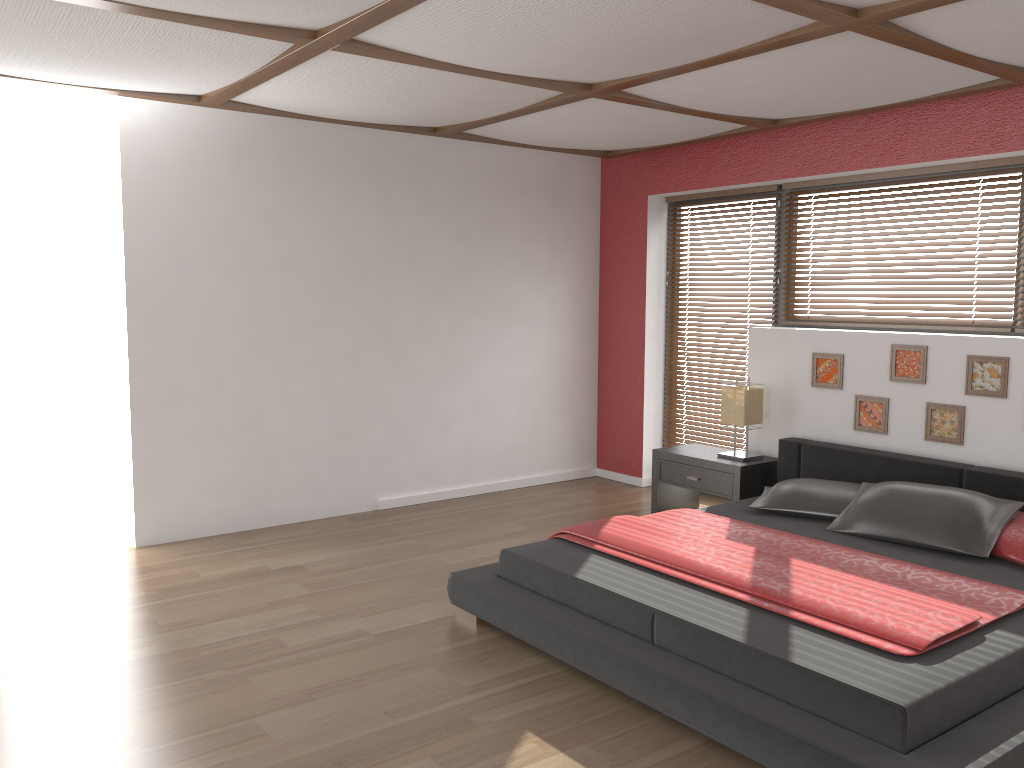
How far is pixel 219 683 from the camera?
3.2 meters

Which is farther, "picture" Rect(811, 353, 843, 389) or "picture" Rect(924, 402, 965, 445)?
"picture" Rect(811, 353, 843, 389)

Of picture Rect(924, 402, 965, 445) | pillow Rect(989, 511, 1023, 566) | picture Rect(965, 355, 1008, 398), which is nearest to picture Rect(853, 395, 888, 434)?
picture Rect(924, 402, 965, 445)

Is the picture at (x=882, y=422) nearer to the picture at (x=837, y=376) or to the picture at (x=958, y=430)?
the picture at (x=837, y=376)

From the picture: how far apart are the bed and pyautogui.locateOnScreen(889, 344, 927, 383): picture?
0.4 meters

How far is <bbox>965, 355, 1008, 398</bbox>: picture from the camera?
4.3 meters

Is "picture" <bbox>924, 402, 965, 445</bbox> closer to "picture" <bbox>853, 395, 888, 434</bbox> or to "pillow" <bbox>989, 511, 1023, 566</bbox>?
"picture" <bbox>853, 395, 888, 434</bbox>

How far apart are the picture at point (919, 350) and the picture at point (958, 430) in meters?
0.1

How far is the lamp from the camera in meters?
5.2

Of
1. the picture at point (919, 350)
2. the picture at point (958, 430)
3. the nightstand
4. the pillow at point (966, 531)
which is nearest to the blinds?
the nightstand
